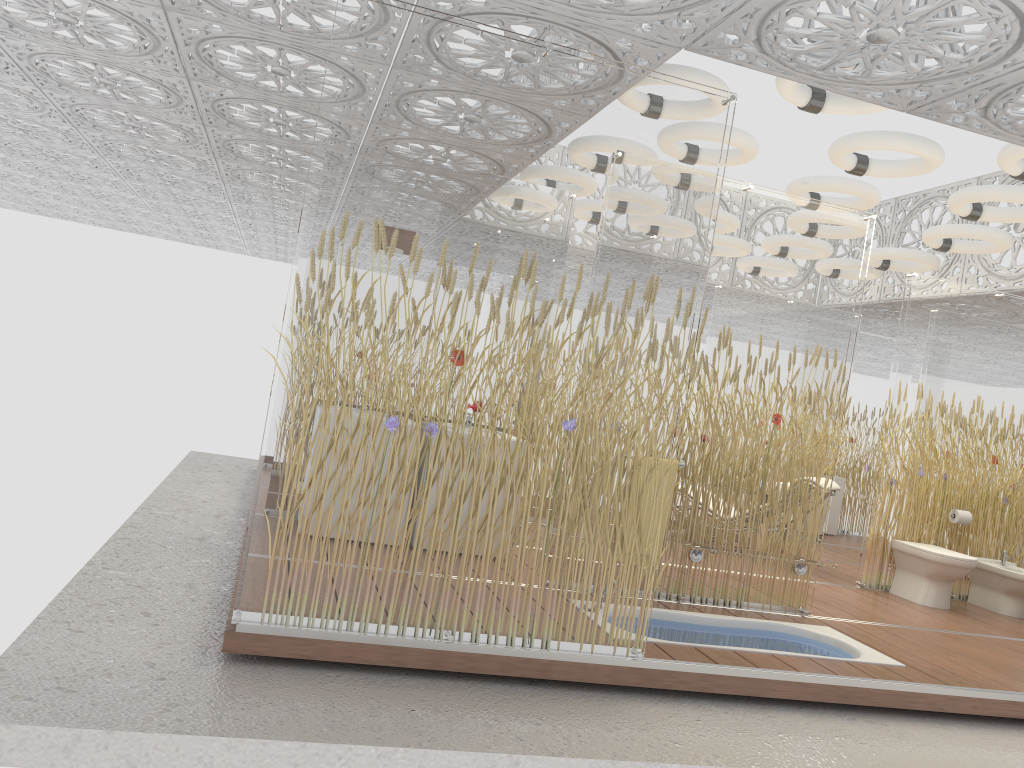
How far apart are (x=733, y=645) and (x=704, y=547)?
0.6m

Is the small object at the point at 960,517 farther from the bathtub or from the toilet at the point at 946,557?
the bathtub

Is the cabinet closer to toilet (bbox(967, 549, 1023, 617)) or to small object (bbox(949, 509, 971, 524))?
toilet (bbox(967, 549, 1023, 617))

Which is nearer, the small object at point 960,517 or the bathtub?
the bathtub

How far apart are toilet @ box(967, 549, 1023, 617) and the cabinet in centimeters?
356cm

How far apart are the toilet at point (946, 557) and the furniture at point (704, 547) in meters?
1.9 m

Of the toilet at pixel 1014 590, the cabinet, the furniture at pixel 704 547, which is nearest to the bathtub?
the furniture at pixel 704 547

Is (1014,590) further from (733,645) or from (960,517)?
(733,645)

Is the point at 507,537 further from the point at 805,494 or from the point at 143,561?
the point at 805,494

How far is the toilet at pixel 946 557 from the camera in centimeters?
672cm
